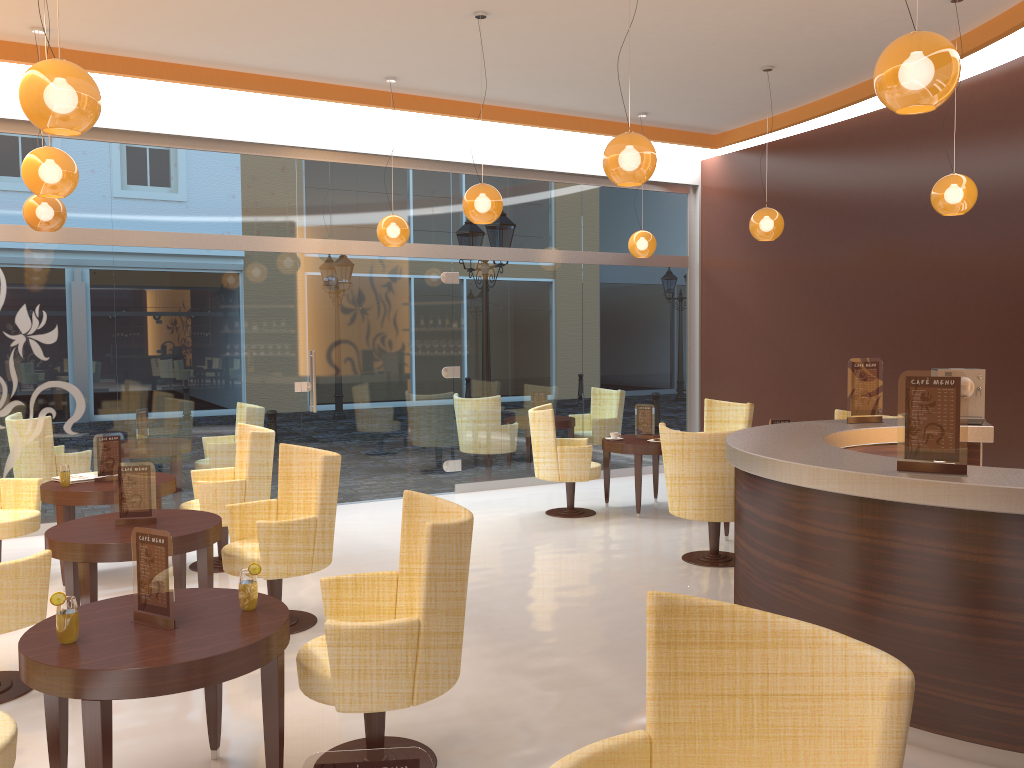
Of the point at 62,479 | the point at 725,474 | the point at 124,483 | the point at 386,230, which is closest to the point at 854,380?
the point at 725,474

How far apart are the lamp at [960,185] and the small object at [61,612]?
5.8 meters

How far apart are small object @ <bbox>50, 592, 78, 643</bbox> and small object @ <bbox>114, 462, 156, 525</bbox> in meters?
1.9

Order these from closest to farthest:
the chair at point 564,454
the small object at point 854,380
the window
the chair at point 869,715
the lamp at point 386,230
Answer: the chair at point 869,715 → the small object at point 854,380 → the window → the lamp at point 386,230 → the chair at point 564,454

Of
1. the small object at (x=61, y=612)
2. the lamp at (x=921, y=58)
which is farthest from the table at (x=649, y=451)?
the small object at (x=61, y=612)

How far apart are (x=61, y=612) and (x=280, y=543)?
2.0m

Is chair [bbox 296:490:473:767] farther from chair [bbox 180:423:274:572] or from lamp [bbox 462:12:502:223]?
lamp [bbox 462:12:502:223]

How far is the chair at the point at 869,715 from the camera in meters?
1.8

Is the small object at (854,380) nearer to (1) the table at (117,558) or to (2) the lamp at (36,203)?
(1) the table at (117,558)

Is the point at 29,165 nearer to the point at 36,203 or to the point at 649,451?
the point at 36,203
